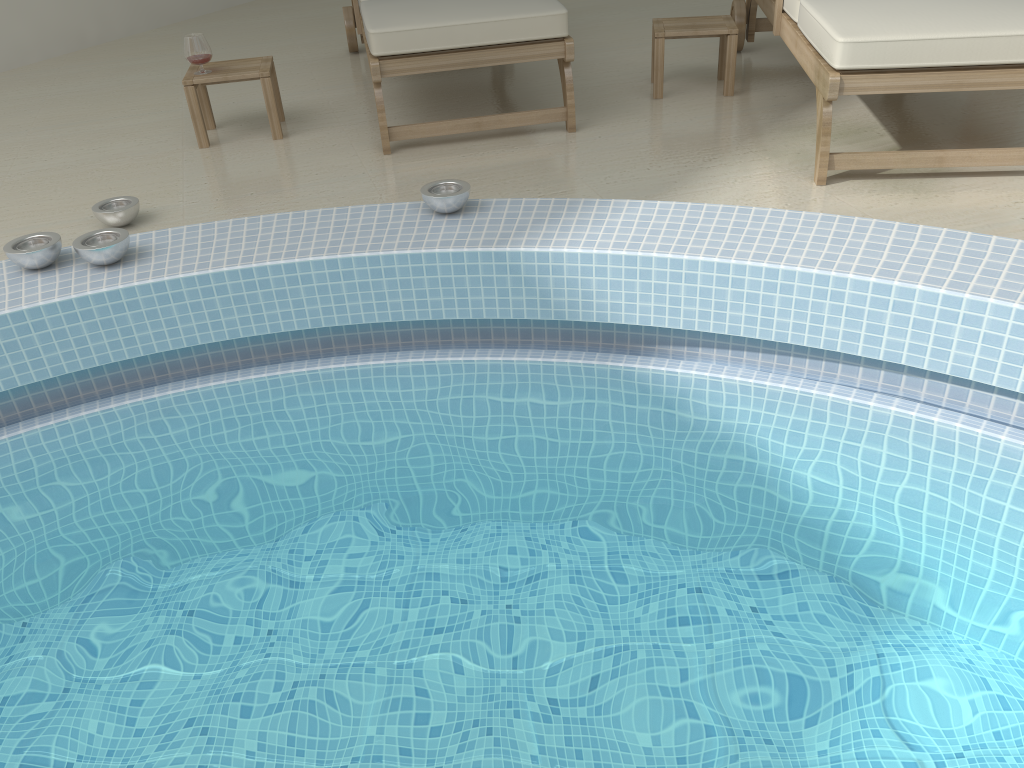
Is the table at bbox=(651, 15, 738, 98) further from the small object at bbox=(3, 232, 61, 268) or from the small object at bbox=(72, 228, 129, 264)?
the small object at bbox=(3, 232, 61, 268)

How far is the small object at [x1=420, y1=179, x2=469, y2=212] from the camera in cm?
242

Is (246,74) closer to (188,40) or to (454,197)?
(188,40)

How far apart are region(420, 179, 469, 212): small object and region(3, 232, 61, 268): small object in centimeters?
97cm

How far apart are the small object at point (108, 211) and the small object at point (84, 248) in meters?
0.4 m

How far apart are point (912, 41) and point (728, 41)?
1.1m

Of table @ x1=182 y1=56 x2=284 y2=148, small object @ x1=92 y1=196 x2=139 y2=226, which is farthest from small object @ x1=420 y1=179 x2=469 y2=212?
table @ x1=182 y1=56 x2=284 y2=148

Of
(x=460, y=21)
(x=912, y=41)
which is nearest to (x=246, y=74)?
(x=460, y=21)

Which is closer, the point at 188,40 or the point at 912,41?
the point at 912,41

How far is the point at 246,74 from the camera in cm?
331
